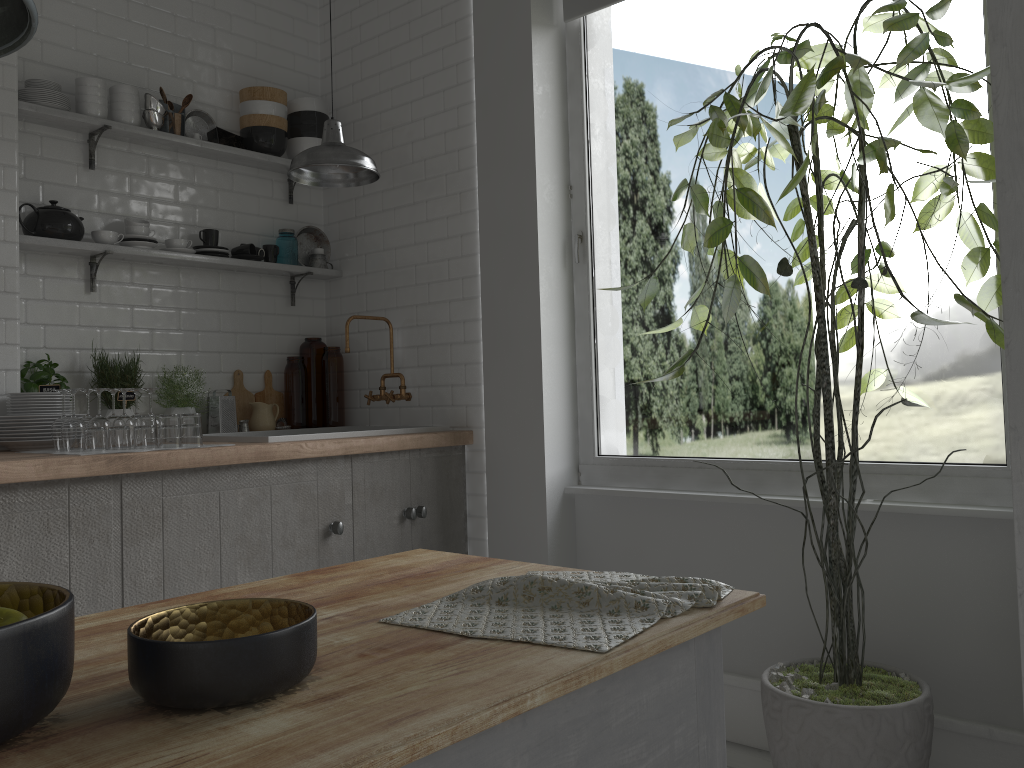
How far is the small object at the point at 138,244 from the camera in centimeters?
428cm

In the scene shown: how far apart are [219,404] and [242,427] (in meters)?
0.21

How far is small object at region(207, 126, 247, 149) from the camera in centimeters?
463cm

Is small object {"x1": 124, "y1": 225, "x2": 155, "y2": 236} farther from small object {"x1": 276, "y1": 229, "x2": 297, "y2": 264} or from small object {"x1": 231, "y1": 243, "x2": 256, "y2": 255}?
small object {"x1": 276, "y1": 229, "x2": 297, "y2": 264}

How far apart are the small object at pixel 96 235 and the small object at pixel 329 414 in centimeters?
129cm

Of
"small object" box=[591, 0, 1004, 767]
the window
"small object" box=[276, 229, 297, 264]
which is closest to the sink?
the window

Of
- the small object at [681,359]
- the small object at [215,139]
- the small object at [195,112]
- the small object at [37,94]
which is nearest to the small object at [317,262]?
the small object at [215,139]

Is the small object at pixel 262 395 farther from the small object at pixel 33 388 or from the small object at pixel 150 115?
the small object at pixel 150 115

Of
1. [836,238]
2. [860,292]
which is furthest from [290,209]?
[860,292]

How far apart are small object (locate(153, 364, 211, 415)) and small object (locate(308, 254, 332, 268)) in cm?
102
